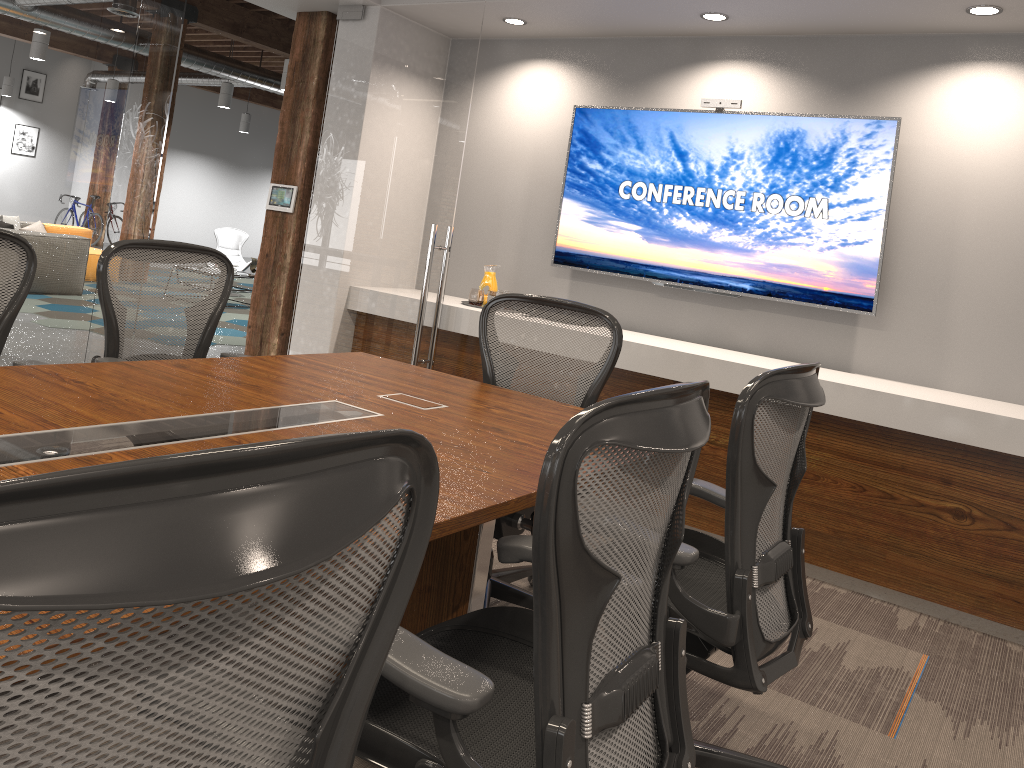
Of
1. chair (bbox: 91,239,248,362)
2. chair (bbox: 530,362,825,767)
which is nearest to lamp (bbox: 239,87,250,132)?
chair (bbox: 91,239,248,362)

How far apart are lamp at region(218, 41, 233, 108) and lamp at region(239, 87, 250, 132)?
4.49m

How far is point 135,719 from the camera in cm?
65

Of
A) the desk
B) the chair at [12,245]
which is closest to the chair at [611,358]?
the desk

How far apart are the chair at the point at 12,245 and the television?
3.2m

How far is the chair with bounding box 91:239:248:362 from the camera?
3.0 meters

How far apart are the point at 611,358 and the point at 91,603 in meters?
2.5

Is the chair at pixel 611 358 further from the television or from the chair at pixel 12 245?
the television

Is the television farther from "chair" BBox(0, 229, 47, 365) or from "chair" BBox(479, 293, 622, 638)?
"chair" BBox(0, 229, 47, 365)

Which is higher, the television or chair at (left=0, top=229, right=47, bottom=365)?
the television
